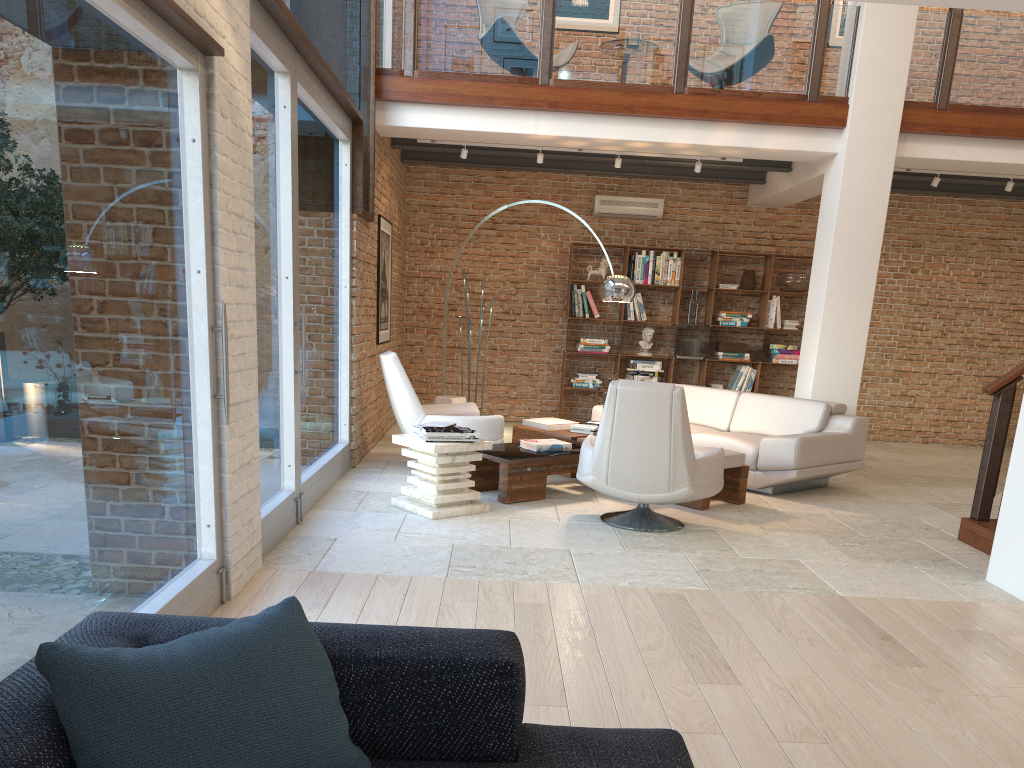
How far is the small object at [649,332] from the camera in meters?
10.8

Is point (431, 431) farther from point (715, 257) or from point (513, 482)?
point (715, 257)

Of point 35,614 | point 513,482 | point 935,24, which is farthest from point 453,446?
point 935,24

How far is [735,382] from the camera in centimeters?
1089cm

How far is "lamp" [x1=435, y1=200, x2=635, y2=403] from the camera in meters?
7.6

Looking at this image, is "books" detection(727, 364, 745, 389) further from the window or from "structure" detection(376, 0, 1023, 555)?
the window

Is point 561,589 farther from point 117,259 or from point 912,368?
point 912,368

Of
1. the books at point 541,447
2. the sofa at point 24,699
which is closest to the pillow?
the sofa at point 24,699

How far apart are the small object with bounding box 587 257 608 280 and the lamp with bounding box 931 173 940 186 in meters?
3.7 m

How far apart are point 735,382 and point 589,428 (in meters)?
4.02
